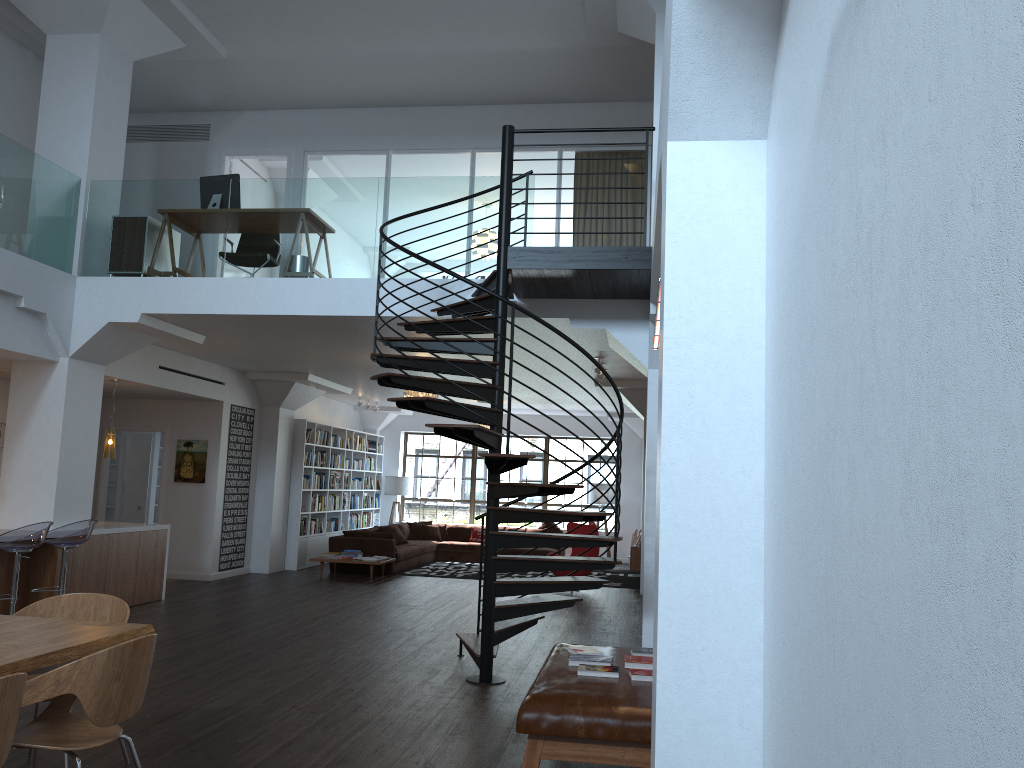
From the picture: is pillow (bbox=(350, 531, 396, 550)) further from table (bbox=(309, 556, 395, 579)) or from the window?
the window

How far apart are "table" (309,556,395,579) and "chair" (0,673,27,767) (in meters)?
10.65

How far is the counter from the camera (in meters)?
9.10

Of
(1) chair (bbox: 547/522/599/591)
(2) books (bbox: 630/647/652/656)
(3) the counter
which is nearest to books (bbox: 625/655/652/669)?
(2) books (bbox: 630/647/652/656)

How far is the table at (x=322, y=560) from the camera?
13.22m

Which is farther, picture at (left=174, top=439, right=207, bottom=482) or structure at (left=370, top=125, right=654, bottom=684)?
picture at (left=174, top=439, right=207, bottom=482)

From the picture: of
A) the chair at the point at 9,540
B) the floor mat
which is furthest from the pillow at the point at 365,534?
the chair at the point at 9,540

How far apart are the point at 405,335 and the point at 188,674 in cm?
407

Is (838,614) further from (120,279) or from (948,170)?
(120,279)

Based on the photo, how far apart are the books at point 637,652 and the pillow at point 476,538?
12.2m
